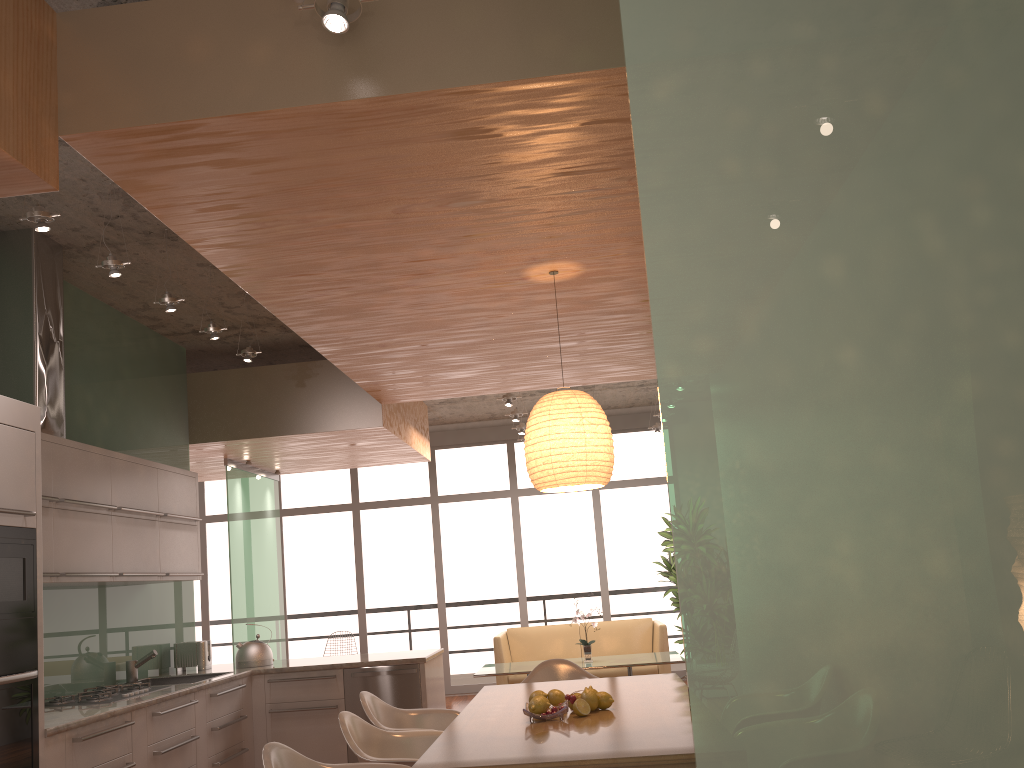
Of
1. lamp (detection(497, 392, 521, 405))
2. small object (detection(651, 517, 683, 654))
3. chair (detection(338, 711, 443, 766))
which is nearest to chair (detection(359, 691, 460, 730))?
chair (detection(338, 711, 443, 766))

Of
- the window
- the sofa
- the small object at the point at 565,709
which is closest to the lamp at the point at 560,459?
the small object at the point at 565,709

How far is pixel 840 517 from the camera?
1.3 meters

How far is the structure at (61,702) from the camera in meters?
4.5

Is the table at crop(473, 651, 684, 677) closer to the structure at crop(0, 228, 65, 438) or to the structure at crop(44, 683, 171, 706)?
Answer: the structure at crop(44, 683, 171, 706)

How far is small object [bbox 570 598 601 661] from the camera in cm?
796

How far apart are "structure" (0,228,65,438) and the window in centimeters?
658cm

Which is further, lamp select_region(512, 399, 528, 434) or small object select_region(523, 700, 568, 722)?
lamp select_region(512, 399, 528, 434)

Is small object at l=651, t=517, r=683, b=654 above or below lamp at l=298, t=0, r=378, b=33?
below

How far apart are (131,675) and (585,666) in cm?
371
